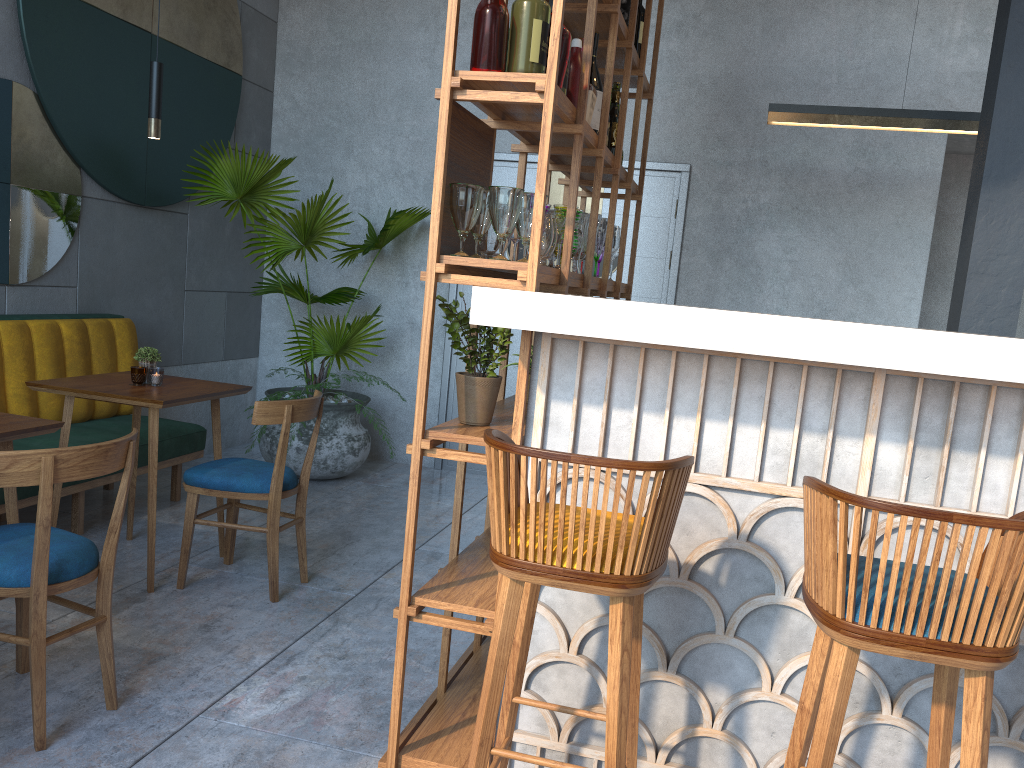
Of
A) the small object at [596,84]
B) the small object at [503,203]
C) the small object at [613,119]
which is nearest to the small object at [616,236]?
the small object at [613,119]

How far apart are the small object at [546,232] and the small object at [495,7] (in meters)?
0.39

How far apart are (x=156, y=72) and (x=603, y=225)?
1.83m

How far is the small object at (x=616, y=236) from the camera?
3.7 meters

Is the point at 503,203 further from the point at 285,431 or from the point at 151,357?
the point at 151,357

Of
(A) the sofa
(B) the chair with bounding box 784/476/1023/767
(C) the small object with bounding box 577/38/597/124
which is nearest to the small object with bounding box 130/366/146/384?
(A) the sofa

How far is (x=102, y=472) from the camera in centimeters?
230cm

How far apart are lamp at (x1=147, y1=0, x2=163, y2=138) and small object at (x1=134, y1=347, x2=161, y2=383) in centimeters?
85cm

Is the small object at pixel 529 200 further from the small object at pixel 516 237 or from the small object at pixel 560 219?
the small object at pixel 516 237

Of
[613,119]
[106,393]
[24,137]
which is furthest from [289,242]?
[613,119]
